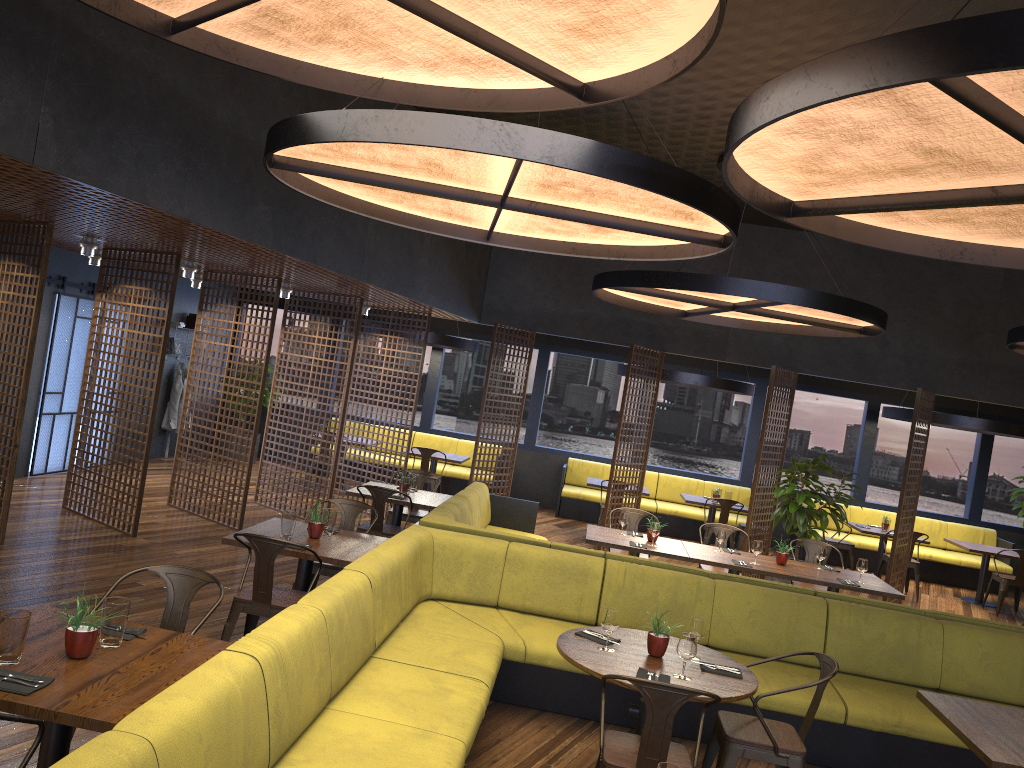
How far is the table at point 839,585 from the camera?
7.5m

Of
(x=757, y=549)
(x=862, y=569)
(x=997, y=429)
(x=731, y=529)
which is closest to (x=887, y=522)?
(x=997, y=429)

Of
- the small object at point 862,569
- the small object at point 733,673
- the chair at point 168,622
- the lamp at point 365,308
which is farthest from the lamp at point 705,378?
the chair at point 168,622

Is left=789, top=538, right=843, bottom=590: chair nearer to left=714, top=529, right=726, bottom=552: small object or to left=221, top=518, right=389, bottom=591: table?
left=714, top=529, right=726, bottom=552: small object

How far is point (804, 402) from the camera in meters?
17.8

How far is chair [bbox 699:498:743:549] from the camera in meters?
11.8

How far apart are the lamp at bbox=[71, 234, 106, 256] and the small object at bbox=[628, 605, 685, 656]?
6.4m

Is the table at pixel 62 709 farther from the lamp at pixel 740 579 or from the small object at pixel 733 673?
the lamp at pixel 740 579

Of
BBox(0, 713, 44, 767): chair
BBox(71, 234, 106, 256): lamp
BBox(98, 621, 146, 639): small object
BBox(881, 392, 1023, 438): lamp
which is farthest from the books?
BBox(0, 713, 44, 767): chair

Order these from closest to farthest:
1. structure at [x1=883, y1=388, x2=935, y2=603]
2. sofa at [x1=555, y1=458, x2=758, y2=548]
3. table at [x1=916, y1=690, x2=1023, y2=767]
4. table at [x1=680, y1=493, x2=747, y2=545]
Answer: table at [x1=916, y1=690, x2=1023, y2=767] < structure at [x1=883, y1=388, x2=935, y2=603] < table at [x1=680, y1=493, x2=747, y2=545] < sofa at [x1=555, y1=458, x2=758, y2=548]
